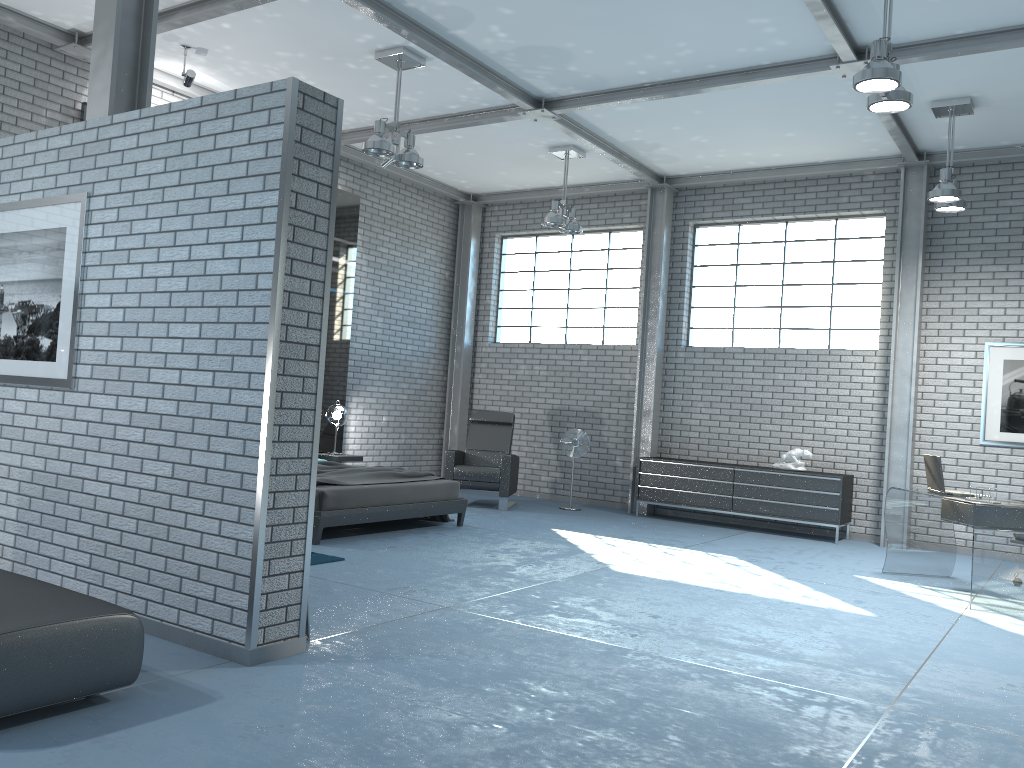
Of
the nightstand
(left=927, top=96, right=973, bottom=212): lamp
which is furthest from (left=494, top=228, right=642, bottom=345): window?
(left=927, top=96, right=973, bottom=212): lamp

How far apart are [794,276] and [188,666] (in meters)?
8.19

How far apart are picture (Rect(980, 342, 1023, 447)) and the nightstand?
6.44m

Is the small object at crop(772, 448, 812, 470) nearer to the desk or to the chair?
the desk

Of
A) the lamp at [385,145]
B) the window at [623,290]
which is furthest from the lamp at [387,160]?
the window at [623,290]

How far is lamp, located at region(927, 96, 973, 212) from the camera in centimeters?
731cm

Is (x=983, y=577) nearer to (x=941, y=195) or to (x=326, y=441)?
(x=941, y=195)

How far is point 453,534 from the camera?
7.8m

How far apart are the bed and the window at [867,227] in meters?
3.9 m

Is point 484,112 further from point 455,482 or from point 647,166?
Answer: point 455,482
